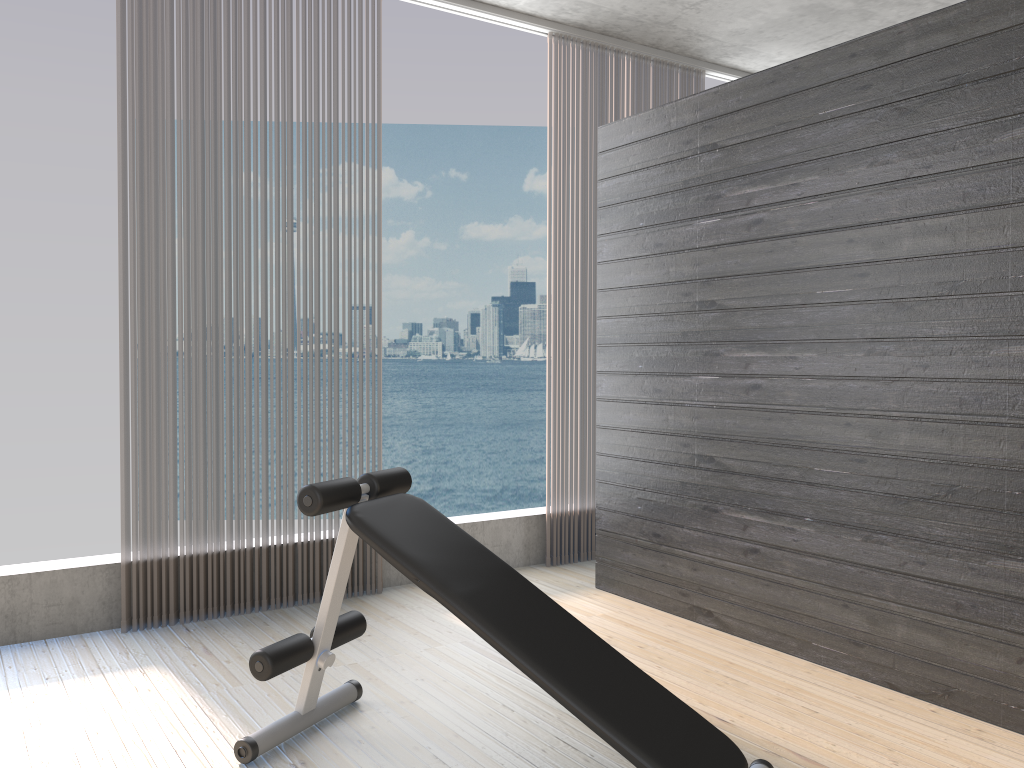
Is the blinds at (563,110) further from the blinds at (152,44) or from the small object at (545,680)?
the small object at (545,680)

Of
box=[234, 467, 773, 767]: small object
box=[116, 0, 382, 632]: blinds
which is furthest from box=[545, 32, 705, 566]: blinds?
box=[234, 467, 773, 767]: small object

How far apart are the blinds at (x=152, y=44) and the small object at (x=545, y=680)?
1.1 meters

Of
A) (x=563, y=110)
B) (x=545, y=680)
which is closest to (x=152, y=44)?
(x=563, y=110)

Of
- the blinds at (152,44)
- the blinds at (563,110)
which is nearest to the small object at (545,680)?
the blinds at (152,44)

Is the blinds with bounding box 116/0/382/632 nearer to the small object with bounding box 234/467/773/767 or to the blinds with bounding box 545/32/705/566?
the small object with bounding box 234/467/773/767

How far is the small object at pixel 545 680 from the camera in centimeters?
202cm

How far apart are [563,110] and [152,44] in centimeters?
201cm

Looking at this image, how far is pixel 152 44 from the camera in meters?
3.5

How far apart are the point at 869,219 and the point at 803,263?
0.3m
